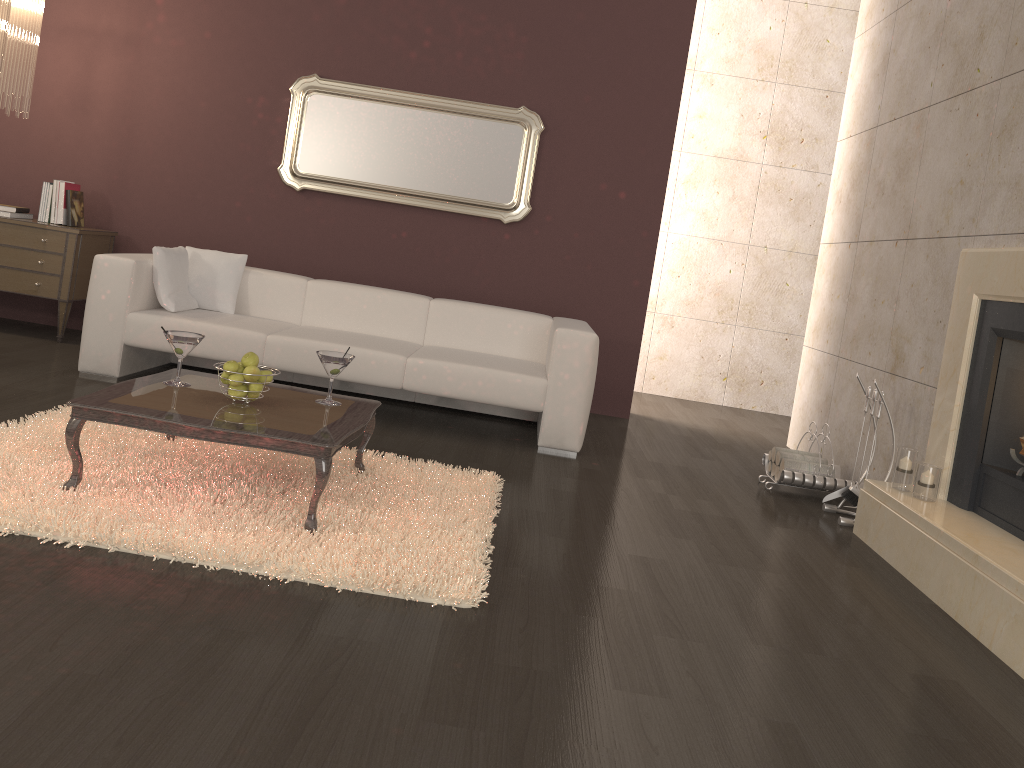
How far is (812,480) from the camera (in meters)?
4.52

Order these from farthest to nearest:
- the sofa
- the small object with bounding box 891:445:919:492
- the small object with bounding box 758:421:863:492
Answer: the sofa < the small object with bounding box 758:421:863:492 < the small object with bounding box 891:445:919:492

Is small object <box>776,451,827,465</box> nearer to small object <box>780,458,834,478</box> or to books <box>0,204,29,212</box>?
small object <box>780,458,834,478</box>

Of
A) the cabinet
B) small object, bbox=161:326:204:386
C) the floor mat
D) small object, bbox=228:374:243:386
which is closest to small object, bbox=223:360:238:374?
small object, bbox=228:374:243:386

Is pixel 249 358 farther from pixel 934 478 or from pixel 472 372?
pixel 934 478

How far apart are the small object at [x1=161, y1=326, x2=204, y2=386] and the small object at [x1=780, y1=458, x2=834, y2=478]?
3.0 meters

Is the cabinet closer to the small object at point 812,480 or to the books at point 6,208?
the books at point 6,208

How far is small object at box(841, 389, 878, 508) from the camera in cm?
424

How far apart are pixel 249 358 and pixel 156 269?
2.01m

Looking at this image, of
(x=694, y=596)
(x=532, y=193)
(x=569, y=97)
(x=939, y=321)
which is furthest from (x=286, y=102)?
(x=694, y=596)
